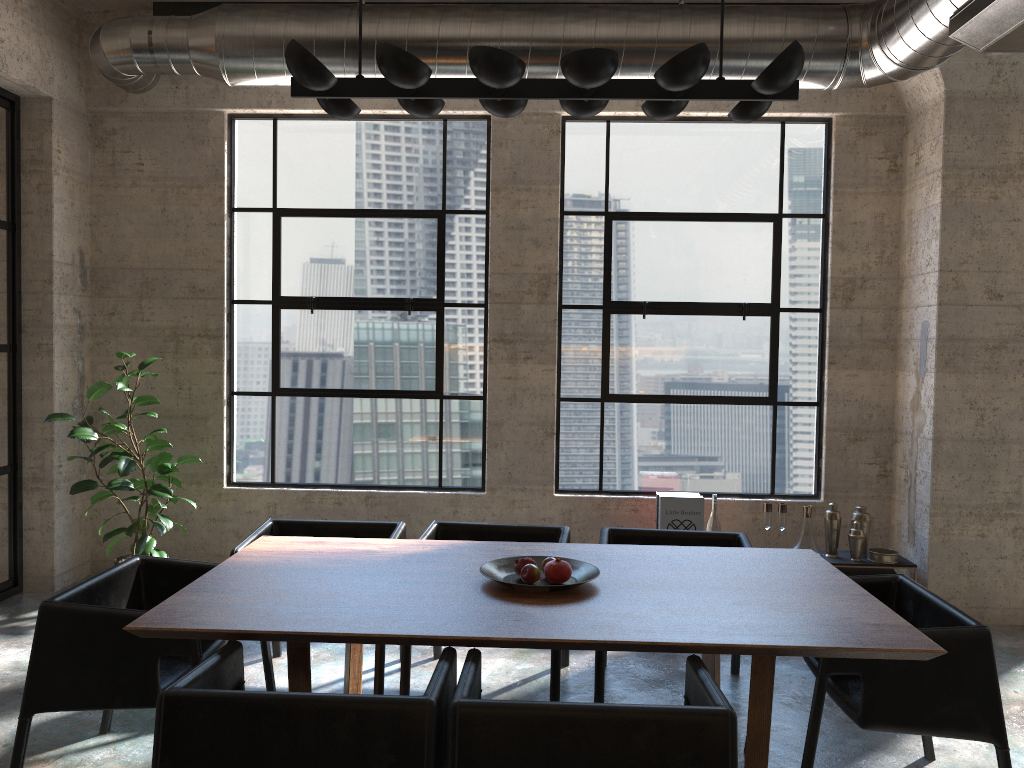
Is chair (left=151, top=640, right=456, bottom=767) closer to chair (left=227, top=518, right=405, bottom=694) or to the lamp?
chair (left=227, top=518, right=405, bottom=694)

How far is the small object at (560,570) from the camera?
3.13m

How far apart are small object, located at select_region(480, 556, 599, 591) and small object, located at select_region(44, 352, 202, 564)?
2.8m

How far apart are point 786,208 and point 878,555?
2.30m

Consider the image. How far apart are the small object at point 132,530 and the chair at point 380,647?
1.27m

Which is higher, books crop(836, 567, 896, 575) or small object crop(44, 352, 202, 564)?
small object crop(44, 352, 202, 564)

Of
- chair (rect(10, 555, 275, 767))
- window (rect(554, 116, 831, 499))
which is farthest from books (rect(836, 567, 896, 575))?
chair (rect(10, 555, 275, 767))

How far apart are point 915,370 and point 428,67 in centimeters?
392cm

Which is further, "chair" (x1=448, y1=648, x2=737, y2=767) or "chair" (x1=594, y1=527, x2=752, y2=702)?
"chair" (x1=594, y1=527, x2=752, y2=702)

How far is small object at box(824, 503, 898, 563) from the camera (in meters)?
5.32
